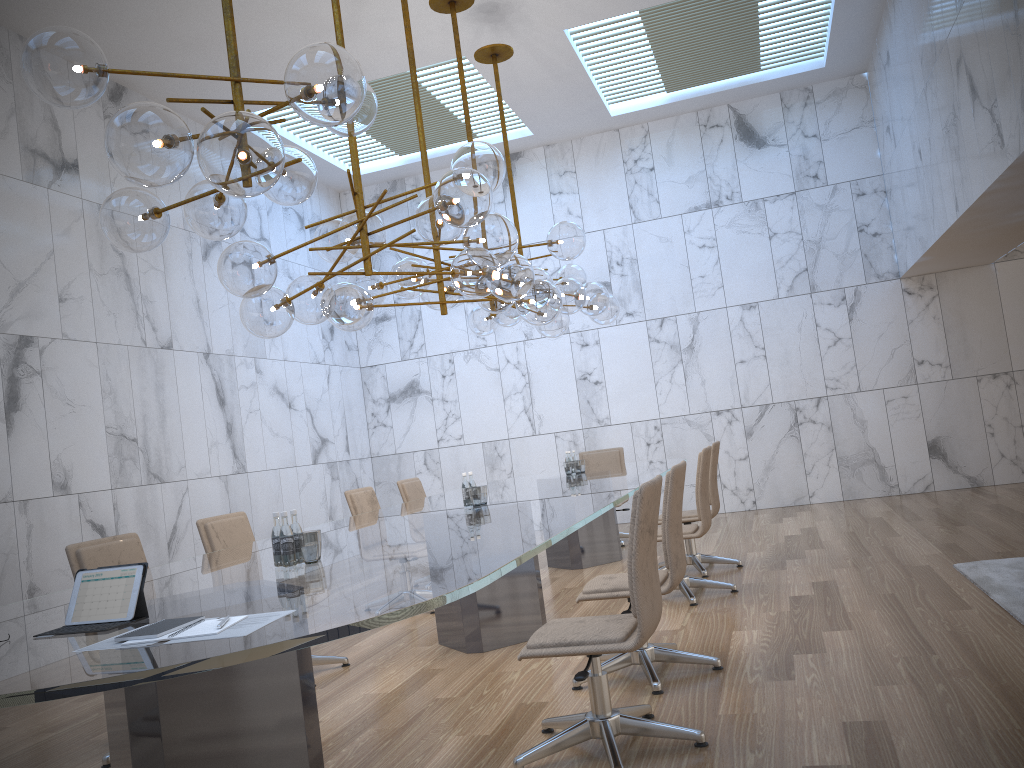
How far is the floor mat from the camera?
4.7 meters

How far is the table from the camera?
1.98m

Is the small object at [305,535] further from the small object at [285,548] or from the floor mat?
the floor mat

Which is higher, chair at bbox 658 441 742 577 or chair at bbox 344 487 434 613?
chair at bbox 344 487 434 613

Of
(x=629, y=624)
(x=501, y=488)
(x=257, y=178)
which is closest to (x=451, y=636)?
(x=501, y=488)

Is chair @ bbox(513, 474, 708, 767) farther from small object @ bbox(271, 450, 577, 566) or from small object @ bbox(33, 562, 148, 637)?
small object @ bbox(33, 562, 148, 637)

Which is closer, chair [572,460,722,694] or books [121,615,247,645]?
books [121,615,247,645]

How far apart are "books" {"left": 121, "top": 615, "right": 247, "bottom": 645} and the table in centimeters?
6cm

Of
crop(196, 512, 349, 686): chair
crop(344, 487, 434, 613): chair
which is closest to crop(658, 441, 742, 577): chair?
crop(344, 487, 434, 613): chair

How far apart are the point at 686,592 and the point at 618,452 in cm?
386
